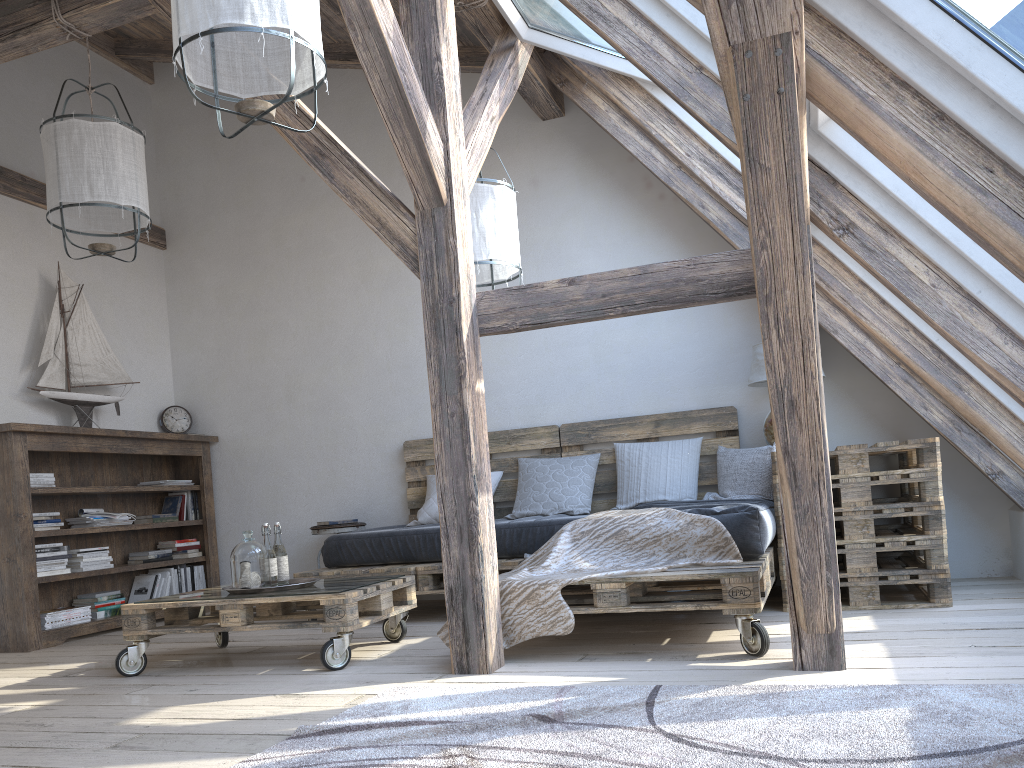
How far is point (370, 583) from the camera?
3.46m

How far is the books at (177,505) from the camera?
5.7 meters

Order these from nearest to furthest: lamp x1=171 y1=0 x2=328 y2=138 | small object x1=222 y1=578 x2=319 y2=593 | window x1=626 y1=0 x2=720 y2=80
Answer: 1. lamp x1=171 y1=0 x2=328 y2=138
2. window x1=626 y1=0 x2=720 y2=80
3. small object x1=222 y1=578 x2=319 y2=593

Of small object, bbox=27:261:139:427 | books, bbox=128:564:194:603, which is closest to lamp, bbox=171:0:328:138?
small object, bbox=27:261:139:427

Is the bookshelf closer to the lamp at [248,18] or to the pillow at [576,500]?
the pillow at [576,500]

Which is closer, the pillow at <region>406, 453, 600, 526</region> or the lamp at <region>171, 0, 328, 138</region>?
the lamp at <region>171, 0, 328, 138</region>

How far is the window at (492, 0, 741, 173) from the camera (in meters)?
3.71

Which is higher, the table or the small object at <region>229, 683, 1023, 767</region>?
the table

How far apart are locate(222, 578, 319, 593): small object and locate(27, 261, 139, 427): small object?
2.2m

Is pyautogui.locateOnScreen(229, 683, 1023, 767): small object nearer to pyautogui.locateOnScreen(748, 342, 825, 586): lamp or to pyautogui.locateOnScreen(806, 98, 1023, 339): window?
pyautogui.locateOnScreen(806, 98, 1023, 339): window
